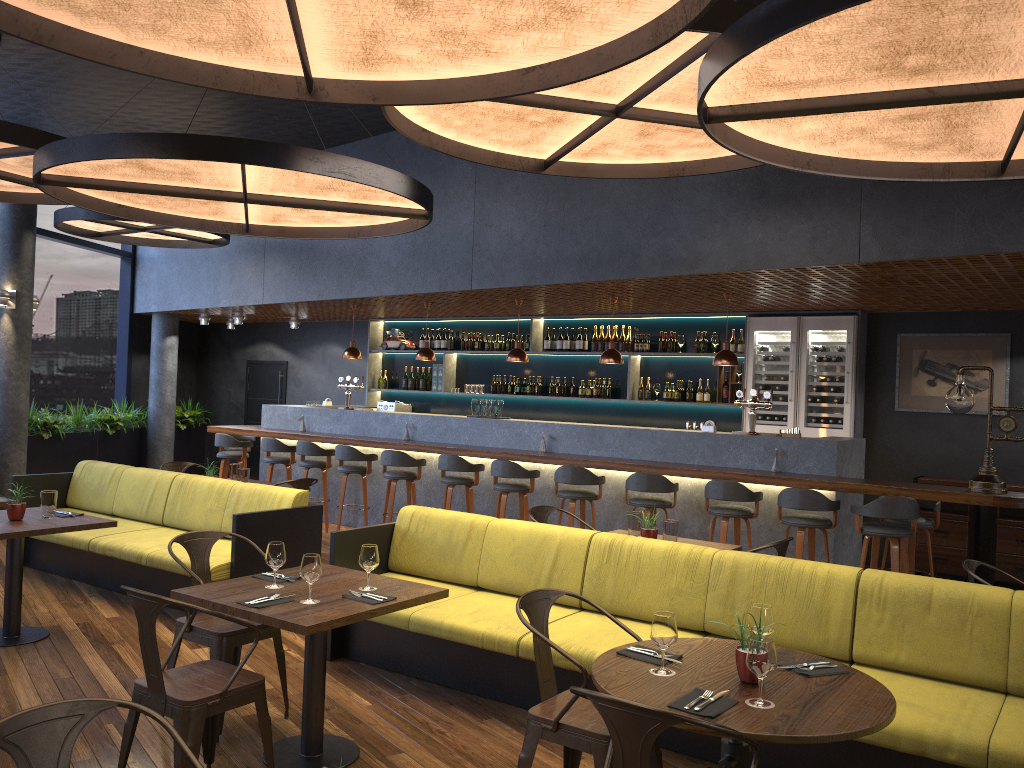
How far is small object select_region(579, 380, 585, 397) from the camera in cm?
1121

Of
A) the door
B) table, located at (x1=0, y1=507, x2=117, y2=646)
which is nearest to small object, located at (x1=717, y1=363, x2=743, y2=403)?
table, located at (x1=0, y1=507, x2=117, y2=646)

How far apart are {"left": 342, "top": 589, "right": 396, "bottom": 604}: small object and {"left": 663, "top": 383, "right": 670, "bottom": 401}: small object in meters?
7.0

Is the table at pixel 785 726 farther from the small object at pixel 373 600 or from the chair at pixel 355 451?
the chair at pixel 355 451

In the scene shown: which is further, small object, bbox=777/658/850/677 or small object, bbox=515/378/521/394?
small object, bbox=515/378/521/394

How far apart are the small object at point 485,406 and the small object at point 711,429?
2.55m

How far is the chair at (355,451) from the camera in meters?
9.7

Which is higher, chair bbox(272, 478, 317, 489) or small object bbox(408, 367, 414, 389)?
small object bbox(408, 367, 414, 389)

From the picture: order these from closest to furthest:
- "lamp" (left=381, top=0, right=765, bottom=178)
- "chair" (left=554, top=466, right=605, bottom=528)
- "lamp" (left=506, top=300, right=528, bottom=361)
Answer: "lamp" (left=381, top=0, right=765, bottom=178) → "chair" (left=554, top=466, right=605, bottom=528) → "lamp" (left=506, top=300, right=528, bottom=361)

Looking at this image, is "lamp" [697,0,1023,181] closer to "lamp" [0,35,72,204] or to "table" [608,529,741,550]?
"table" [608,529,741,550]
